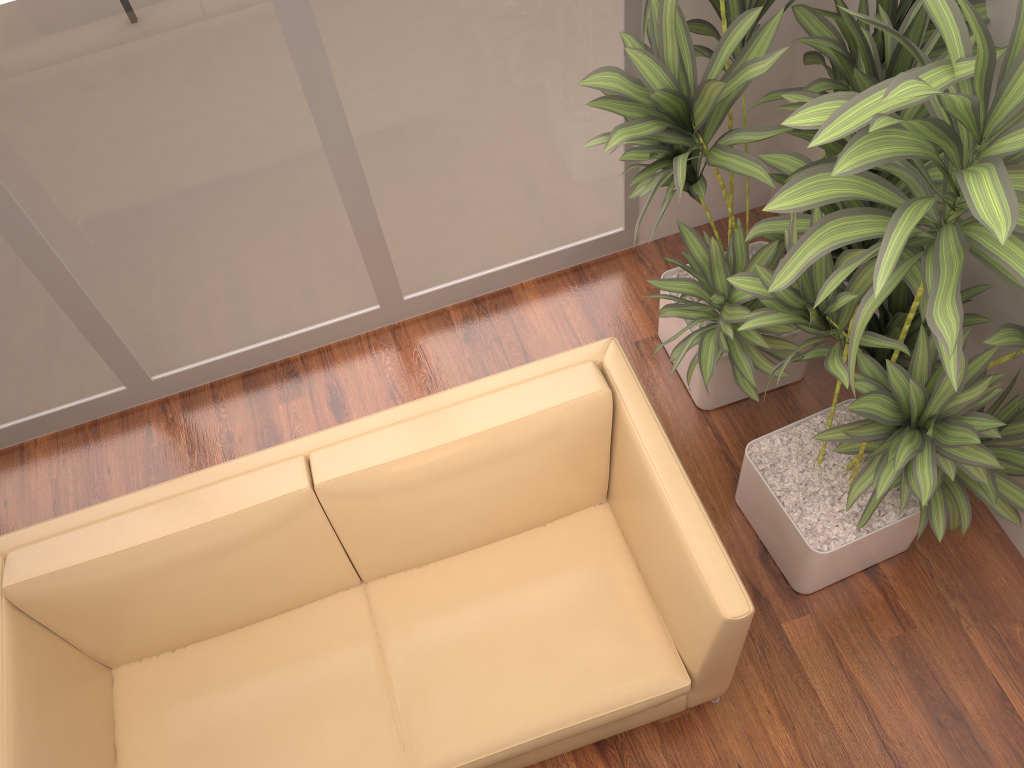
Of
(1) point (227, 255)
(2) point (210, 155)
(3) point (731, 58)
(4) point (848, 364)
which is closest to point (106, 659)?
(1) point (227, 255)

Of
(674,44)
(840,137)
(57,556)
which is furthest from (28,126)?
(840,137)

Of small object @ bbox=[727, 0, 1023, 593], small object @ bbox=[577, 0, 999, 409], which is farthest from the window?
small object @ bbox=[727, 0, 1023, 593]

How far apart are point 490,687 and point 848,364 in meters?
1.2 m

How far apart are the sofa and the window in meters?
1.0 m

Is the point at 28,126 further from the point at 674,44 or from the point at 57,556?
the point at 674,44

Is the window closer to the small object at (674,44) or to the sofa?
the small object at (674,44)

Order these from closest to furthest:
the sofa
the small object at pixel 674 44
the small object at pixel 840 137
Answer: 1. the small object at pixel 840 137
2. the small object at pixel 674 44
3. the sofa

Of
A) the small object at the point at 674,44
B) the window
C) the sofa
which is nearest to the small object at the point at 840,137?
the small object at the point at 674,44

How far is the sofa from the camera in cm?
217
